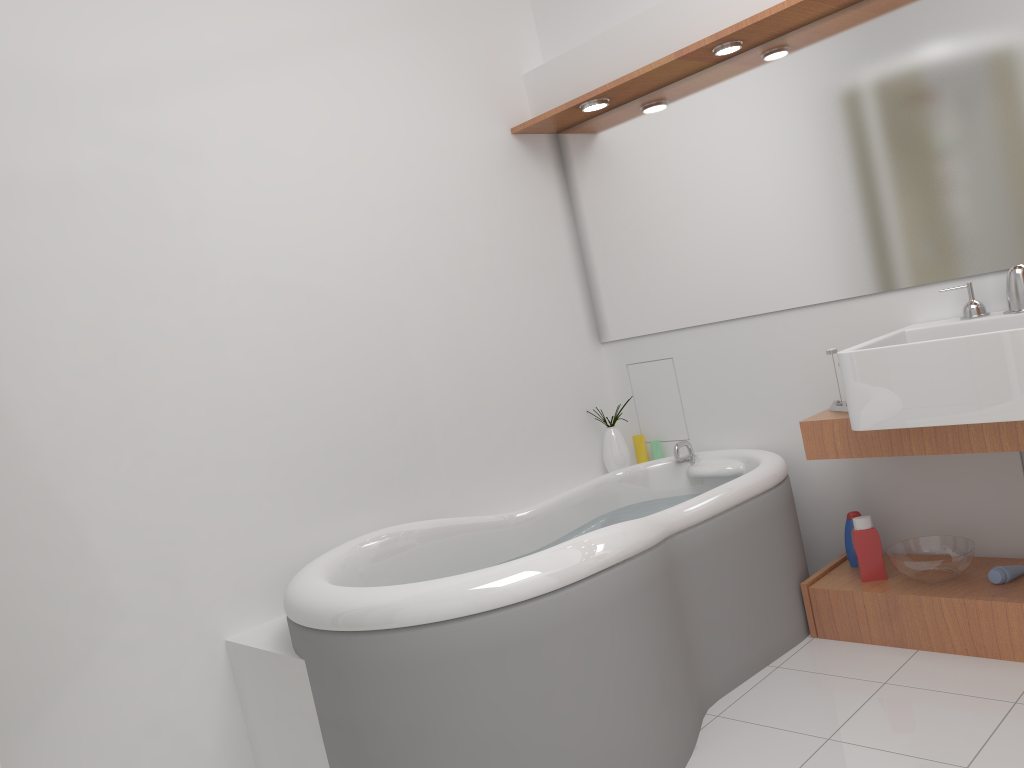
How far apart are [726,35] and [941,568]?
1.7m

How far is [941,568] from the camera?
2.6m

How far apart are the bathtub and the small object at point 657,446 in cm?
19

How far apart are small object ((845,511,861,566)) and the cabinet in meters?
0.0 m

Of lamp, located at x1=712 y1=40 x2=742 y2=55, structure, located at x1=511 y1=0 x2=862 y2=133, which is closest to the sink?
structure, located at x1=511 y1=0 x2=862 y2=133

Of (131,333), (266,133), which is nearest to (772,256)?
(266,133)

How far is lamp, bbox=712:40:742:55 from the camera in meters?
2.8 m

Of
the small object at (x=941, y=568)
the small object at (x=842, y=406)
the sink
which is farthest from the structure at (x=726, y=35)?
the small object at (x=941, y=568)

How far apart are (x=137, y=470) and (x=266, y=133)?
1.11m

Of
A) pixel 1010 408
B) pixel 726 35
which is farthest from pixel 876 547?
pixel 726 35
